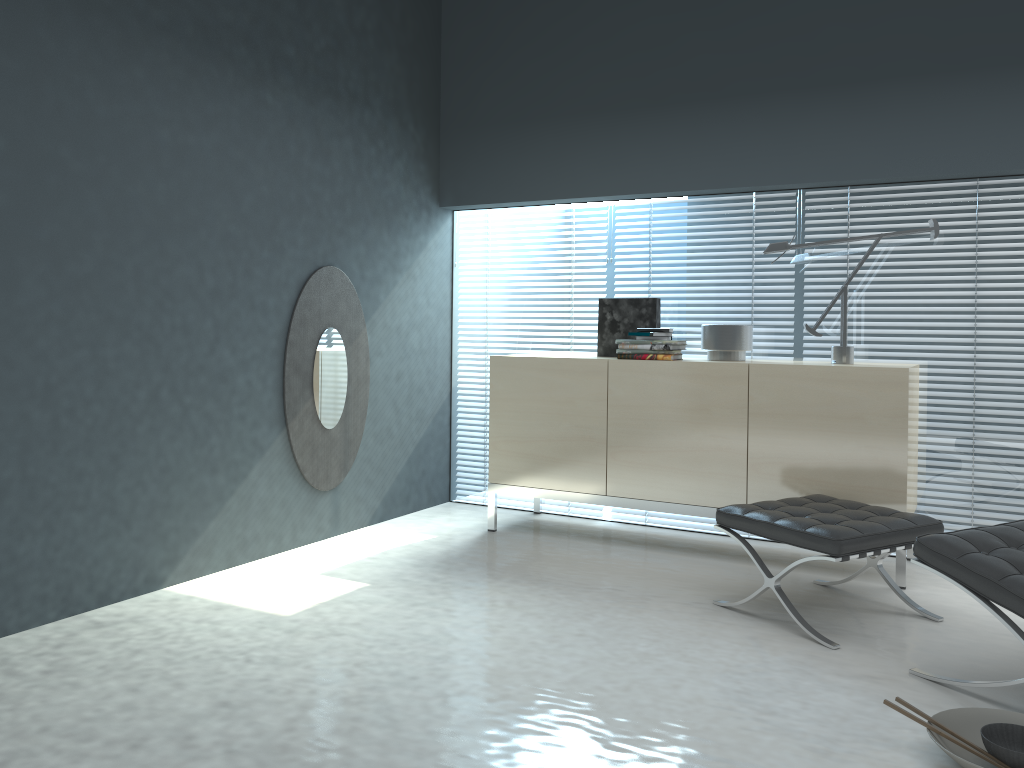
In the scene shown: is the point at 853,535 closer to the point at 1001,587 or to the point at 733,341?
the point at 1001,587

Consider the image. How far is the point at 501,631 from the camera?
3.1 meters

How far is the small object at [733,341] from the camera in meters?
4.1 m

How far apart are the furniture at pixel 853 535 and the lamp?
0.7m

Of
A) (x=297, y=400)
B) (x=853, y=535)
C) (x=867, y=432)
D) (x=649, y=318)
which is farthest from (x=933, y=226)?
(x=297, y=400)

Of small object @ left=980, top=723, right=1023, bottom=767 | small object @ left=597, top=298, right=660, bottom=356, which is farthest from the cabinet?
small object @ left=980, top=723, right=1023, bottom=767

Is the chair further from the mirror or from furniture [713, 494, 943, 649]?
the mirror

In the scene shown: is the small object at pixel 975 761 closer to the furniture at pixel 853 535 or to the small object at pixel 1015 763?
the small object at pixel 1015 763

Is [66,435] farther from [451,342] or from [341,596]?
[451,342]

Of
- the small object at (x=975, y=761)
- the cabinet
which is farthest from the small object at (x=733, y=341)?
the small object at (x=975, y=761)
